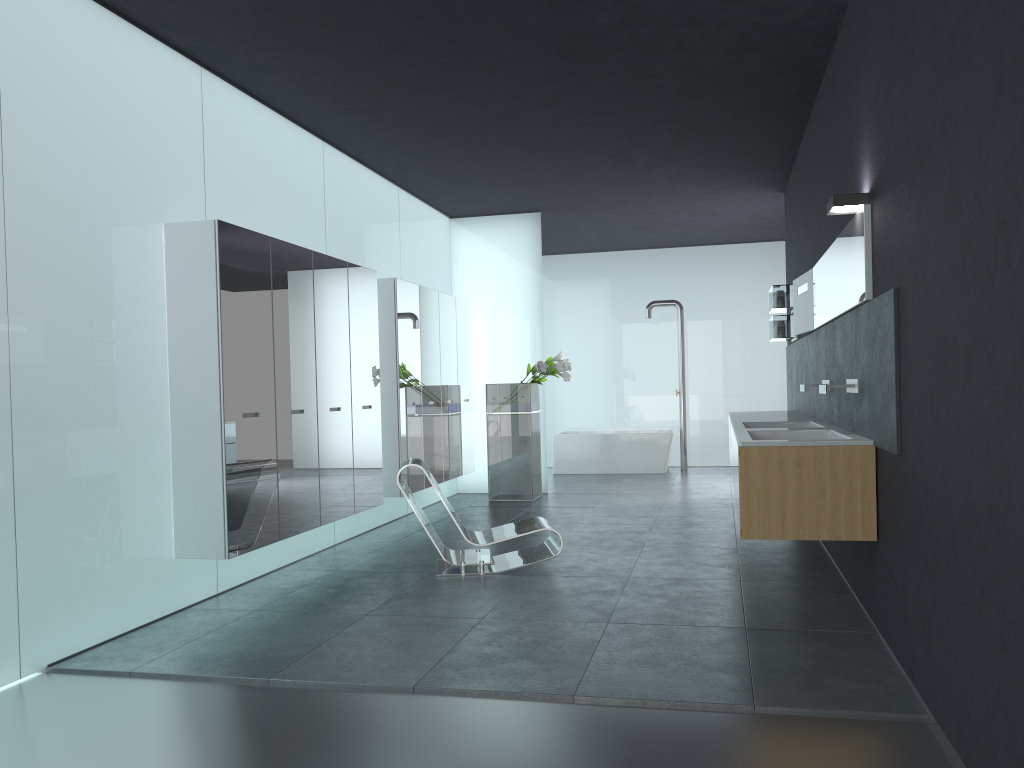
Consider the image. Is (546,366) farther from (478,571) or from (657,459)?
(478,571)

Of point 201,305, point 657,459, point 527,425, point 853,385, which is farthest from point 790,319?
point 201,305

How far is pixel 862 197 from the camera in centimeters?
500cm

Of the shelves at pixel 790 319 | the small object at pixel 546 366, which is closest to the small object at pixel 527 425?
the small object at pixel 546 366

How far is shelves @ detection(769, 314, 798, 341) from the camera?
9.61m

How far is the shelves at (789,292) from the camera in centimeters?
962cm

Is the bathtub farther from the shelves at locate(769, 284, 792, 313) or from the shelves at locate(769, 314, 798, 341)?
the shelves at locate(769, 284, 792, 313)

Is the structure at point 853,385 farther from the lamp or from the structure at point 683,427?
the structure at point 683,427

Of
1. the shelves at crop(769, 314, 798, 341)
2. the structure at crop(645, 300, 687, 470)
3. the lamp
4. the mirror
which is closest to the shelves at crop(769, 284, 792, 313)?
the shelves at crop(769, 314, 798, 341)

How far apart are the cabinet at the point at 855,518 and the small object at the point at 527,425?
2.8 meters
